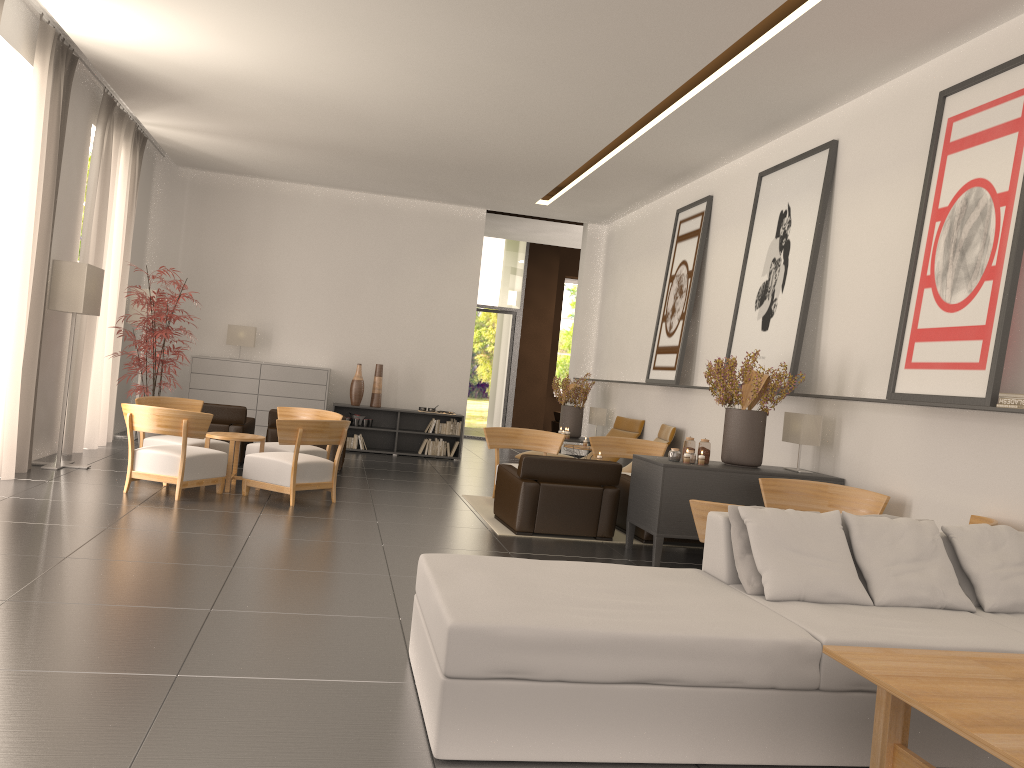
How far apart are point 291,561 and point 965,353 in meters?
Answer: 7.1 m

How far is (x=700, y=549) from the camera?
12.2m

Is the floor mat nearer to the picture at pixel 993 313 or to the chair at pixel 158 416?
the chair at pixel 158 416

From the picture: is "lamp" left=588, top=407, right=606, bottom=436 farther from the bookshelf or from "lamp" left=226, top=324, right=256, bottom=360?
"lamp" left=226, top=324, right=256, bottom=360

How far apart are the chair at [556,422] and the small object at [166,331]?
16.9 meters

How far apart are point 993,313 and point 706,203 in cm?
813

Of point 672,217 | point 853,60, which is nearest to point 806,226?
point 853,60

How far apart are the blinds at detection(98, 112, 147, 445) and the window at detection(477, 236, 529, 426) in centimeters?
1240cm

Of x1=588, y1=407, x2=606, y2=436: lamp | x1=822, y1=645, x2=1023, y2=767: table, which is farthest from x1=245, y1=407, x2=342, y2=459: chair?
x1=822, y1=645, x2=1023, y2=767: table

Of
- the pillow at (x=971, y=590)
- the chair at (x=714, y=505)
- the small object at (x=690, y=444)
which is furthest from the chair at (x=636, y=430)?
the pillow at (x=971, y=590)
